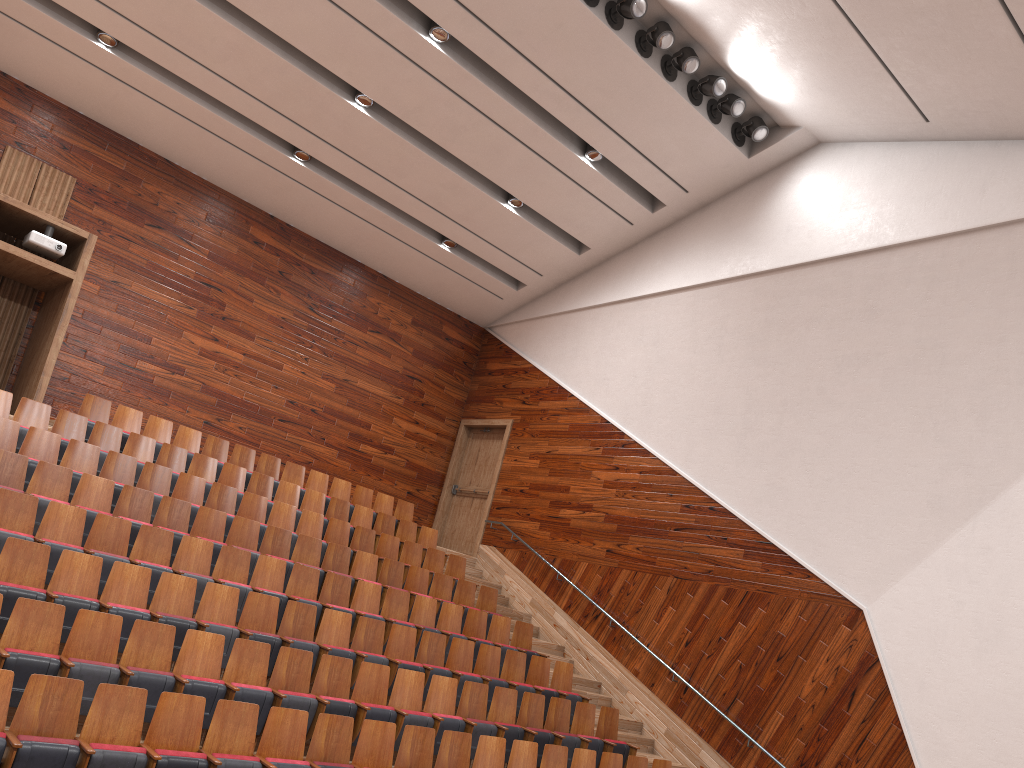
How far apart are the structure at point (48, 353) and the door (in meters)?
0.67

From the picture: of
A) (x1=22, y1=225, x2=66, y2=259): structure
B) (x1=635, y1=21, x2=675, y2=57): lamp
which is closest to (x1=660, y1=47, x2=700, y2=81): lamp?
(x1=635, y1=21, x2=675, y2=57): lamp

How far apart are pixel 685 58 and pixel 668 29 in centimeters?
4cm

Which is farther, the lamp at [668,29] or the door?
the door

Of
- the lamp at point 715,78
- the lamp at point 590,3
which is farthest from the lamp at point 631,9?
the lamp at point 715,78

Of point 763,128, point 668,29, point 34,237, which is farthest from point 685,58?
point 34,237

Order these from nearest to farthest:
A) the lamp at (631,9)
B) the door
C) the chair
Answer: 1. the chair
2. the lamp at (631,9)
3. the door

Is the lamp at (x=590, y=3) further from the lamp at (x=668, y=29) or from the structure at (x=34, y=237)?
the structure at (x=34, y=237)

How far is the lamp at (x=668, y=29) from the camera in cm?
100

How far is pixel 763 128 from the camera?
1.12m
